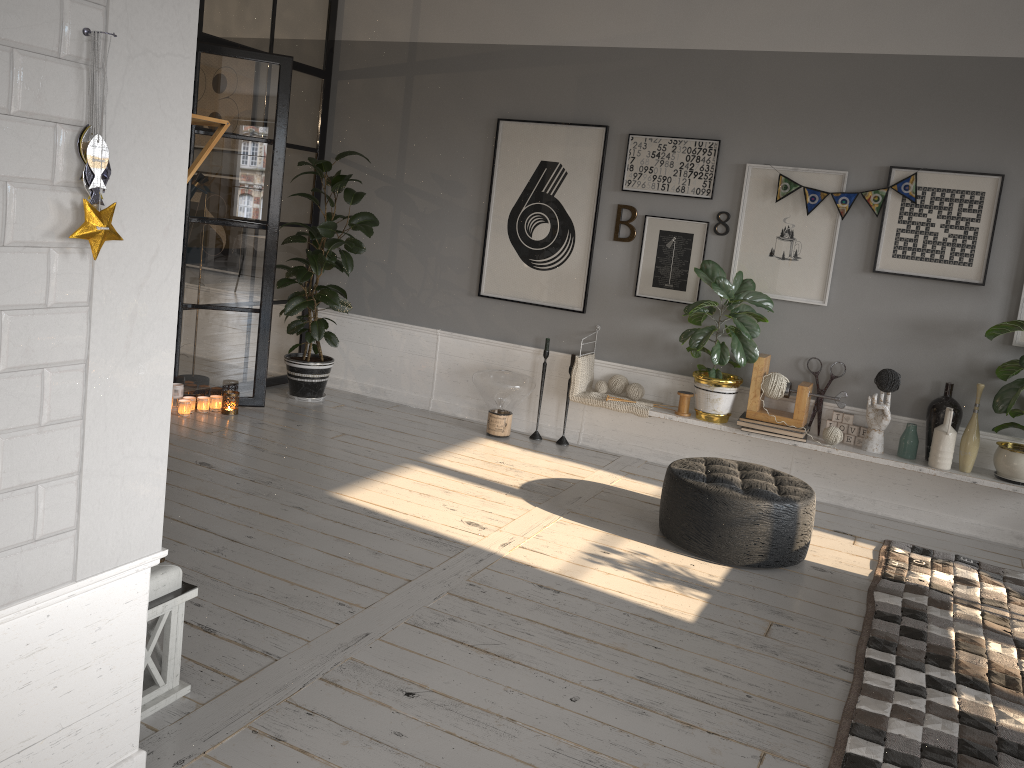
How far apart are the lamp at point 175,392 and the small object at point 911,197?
3.9m

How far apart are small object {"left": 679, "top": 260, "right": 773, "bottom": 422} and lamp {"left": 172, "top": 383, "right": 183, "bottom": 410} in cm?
317

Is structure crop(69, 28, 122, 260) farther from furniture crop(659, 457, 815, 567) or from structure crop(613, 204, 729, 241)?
structure crop(613, 204, 729, 241)

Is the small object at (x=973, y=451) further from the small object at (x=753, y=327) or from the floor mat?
the small object at (x=753, y=327)

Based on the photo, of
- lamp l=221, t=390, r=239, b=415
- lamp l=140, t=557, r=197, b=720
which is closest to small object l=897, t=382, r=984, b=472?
lamp l=140, t=557, r=197, b=720

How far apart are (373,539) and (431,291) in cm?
281

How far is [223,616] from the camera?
3.10m

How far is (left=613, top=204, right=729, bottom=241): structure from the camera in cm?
565

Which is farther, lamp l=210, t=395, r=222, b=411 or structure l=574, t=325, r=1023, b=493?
lamp l=210, t=395, r=222, b=411

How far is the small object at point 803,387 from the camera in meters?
5.1 m
